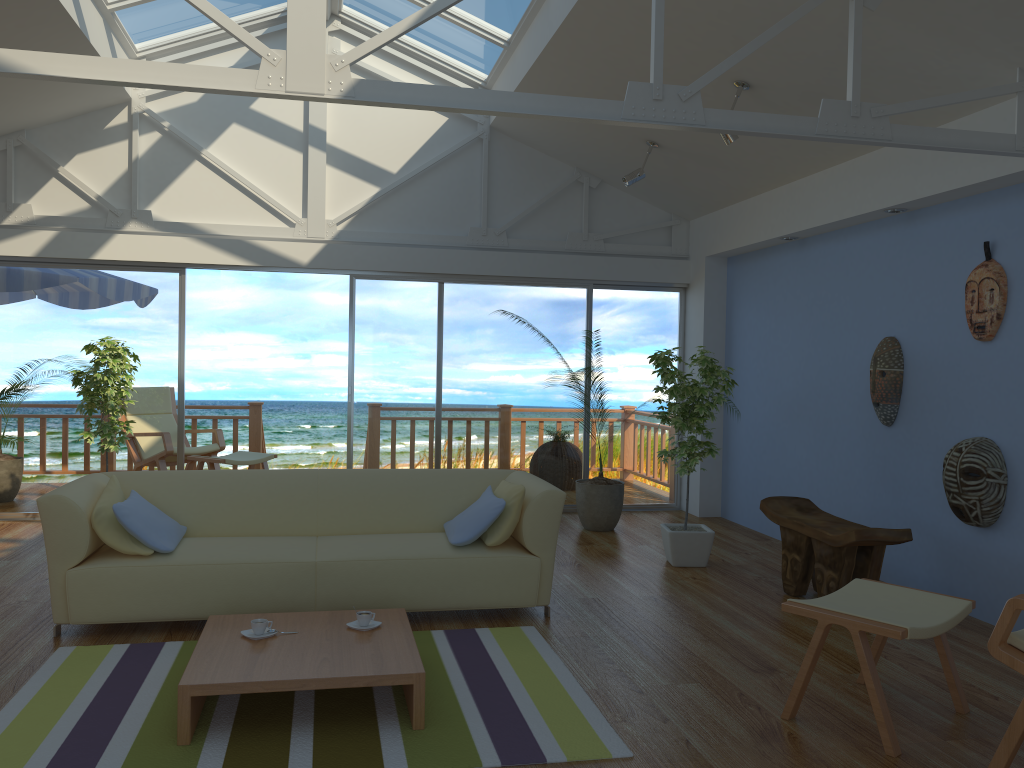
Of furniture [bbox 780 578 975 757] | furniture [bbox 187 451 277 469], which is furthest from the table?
furniture [bbox 187 451 277 469]

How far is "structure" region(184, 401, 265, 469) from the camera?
9.0m

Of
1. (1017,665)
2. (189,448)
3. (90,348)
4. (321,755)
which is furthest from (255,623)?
(189,448)

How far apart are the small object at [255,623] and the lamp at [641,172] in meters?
4.2 m

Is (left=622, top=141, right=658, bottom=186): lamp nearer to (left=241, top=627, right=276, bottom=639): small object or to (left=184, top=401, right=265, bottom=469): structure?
(left=241, top=627, right=276, bottom=639): small object

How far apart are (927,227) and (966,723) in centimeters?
286cm

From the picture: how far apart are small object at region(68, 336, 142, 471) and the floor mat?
2.7m

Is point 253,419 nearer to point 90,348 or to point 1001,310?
point 90,348

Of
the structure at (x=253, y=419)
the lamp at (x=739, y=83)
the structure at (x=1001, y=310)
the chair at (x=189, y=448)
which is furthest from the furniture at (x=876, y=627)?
the structure at (x=253, y=419)

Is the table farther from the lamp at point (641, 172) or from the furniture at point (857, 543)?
the lamp at point (641, 172)
